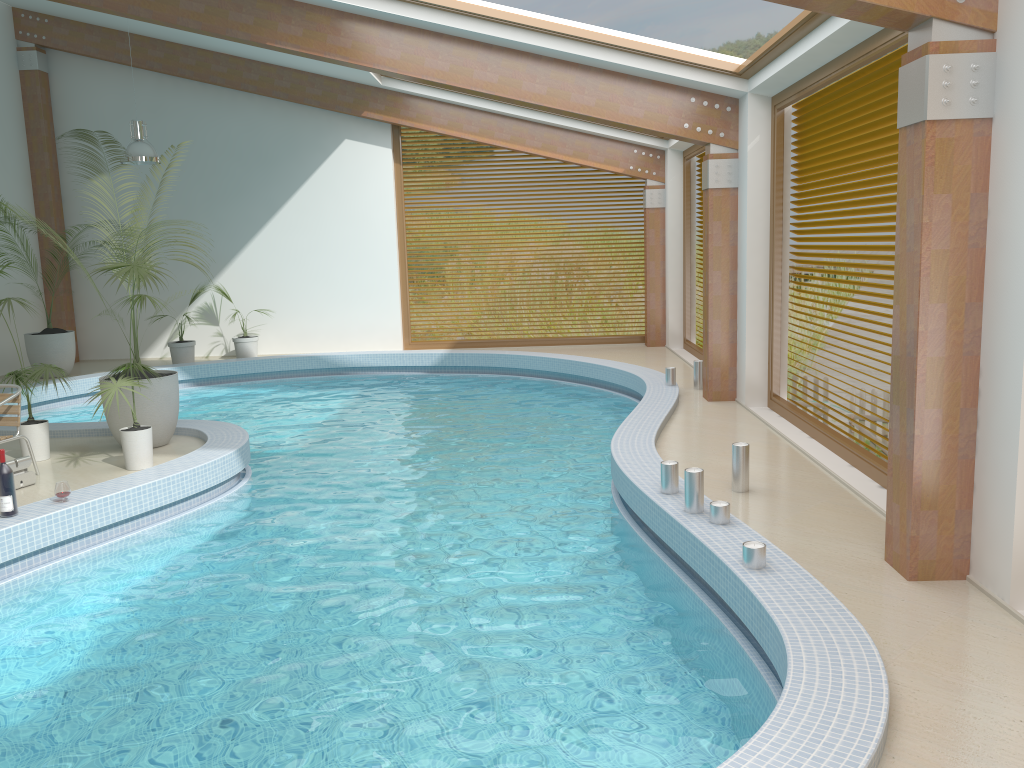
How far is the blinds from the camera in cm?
637

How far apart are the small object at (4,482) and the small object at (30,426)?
1.8m

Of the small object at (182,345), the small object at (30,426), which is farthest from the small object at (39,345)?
the small object at (30,426)

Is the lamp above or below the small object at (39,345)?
above

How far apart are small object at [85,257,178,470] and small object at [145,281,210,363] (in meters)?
6.47

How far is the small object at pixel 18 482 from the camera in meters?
6.7 m

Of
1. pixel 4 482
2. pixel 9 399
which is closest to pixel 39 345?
pixel 9 399

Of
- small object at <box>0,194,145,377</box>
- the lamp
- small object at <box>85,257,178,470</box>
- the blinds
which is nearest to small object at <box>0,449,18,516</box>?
small object at <box>85,257,178,470</box>

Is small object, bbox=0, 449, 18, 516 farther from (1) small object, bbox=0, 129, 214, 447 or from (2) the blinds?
(2) the blinds

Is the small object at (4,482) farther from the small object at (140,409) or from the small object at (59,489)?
the small object at (140,409)
